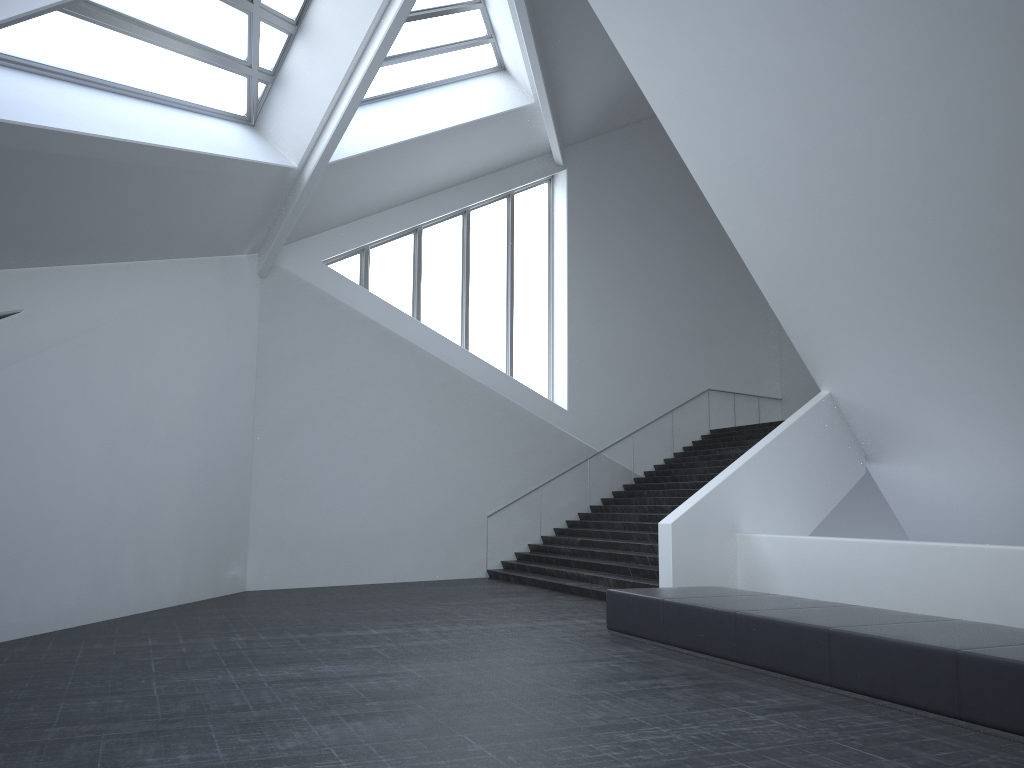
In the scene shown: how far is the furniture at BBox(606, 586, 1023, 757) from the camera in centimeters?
559cm

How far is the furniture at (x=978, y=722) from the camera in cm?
559

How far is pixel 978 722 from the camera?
5.6 meters
